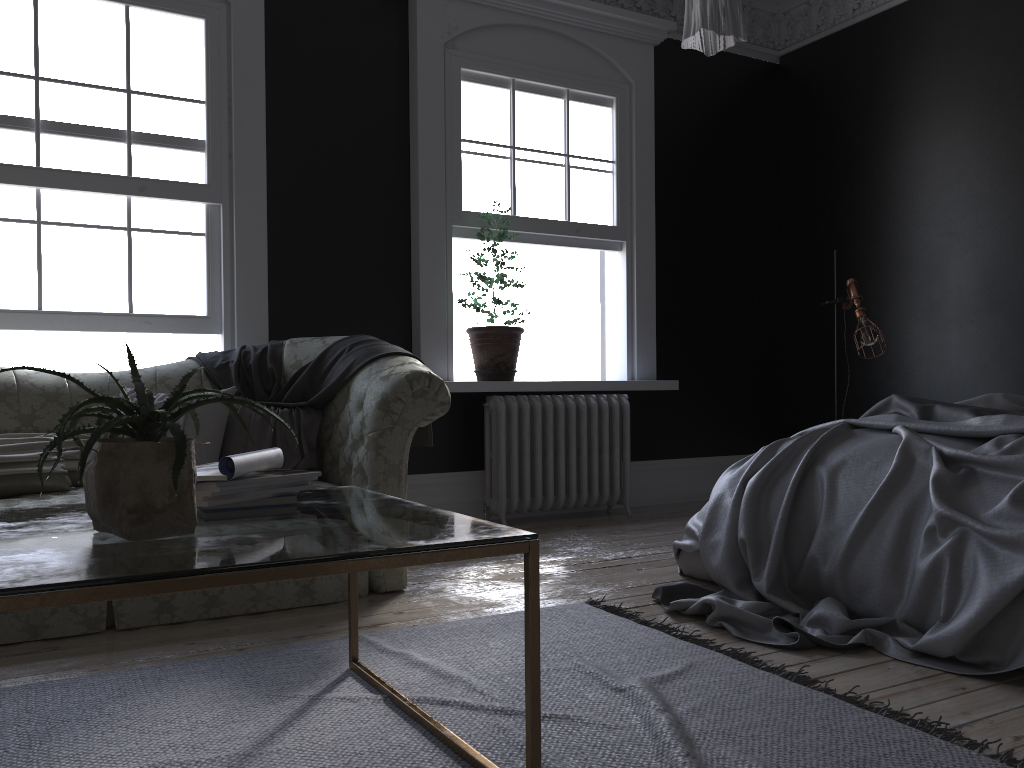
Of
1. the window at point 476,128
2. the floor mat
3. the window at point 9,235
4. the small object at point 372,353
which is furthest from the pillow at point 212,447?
the window at point 476,128

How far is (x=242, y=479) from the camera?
2.13m

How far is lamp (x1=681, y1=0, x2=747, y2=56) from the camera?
2.54m

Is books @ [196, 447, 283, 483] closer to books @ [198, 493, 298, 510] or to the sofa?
books @ [198, 493, 298, 510]

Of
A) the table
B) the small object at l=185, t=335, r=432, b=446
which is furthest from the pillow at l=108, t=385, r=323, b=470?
the table

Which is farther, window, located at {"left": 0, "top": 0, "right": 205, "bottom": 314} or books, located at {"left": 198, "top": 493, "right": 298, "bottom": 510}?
window, located at {"left": 0, "top": 0, "right": 205, "bottom": 314}

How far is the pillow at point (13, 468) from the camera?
3.5m

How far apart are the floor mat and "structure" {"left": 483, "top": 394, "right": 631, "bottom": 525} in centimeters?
→ 206cm

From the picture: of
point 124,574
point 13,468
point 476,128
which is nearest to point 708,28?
point 124,574

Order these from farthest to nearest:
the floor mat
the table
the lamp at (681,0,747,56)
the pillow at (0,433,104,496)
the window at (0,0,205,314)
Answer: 1. the window at (0,0,205,314)
2. the pillow at (0,433,104,496)
3. the lamp at (681,0,747,56)
4. the floor mat
5. the table
